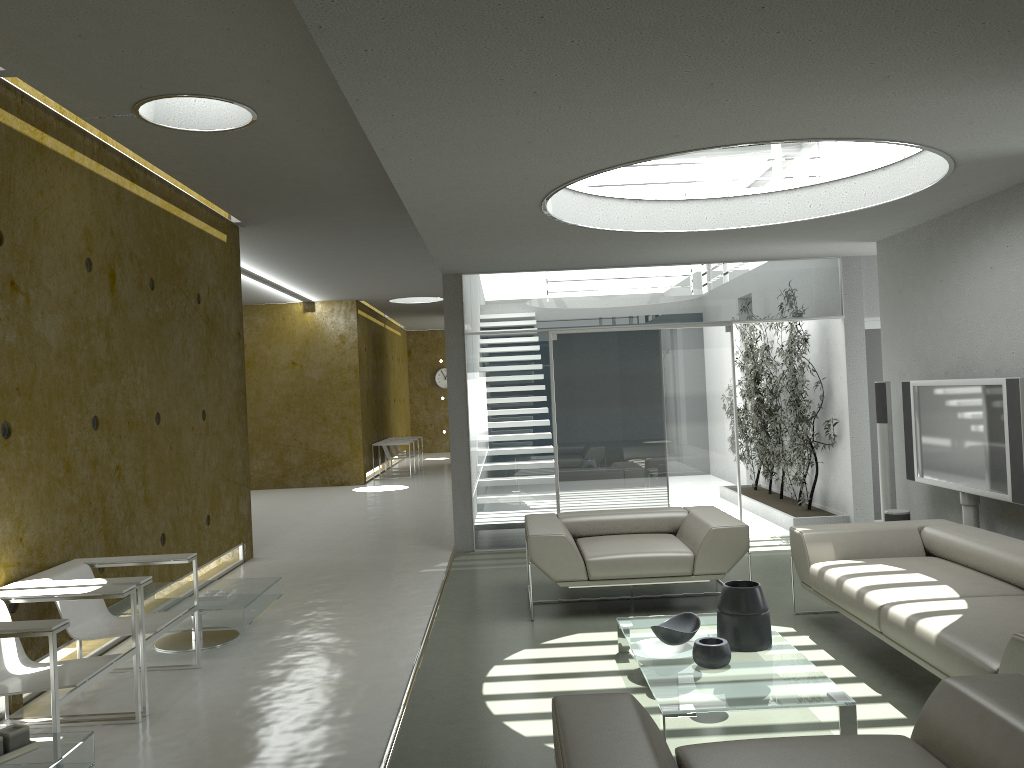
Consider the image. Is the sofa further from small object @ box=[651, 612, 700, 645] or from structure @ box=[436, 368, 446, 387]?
structure @ box=[436, 368, 446, 387]

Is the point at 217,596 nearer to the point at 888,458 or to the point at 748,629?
the point at 748,629

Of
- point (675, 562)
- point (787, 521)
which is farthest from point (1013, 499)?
point (787, 521)

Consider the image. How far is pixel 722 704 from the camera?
3.6m

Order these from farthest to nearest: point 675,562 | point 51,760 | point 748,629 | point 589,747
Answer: point 675,562 < point 748,629 < point 51,760 < point 589,747

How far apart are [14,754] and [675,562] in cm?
393

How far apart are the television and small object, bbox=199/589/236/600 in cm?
493

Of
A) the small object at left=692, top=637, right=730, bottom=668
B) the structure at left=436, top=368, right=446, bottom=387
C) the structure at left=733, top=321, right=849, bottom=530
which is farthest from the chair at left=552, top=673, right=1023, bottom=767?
the structure at left=436, top=368, right=446, bottom=387

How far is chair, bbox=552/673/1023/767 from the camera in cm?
233

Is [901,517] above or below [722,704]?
above
